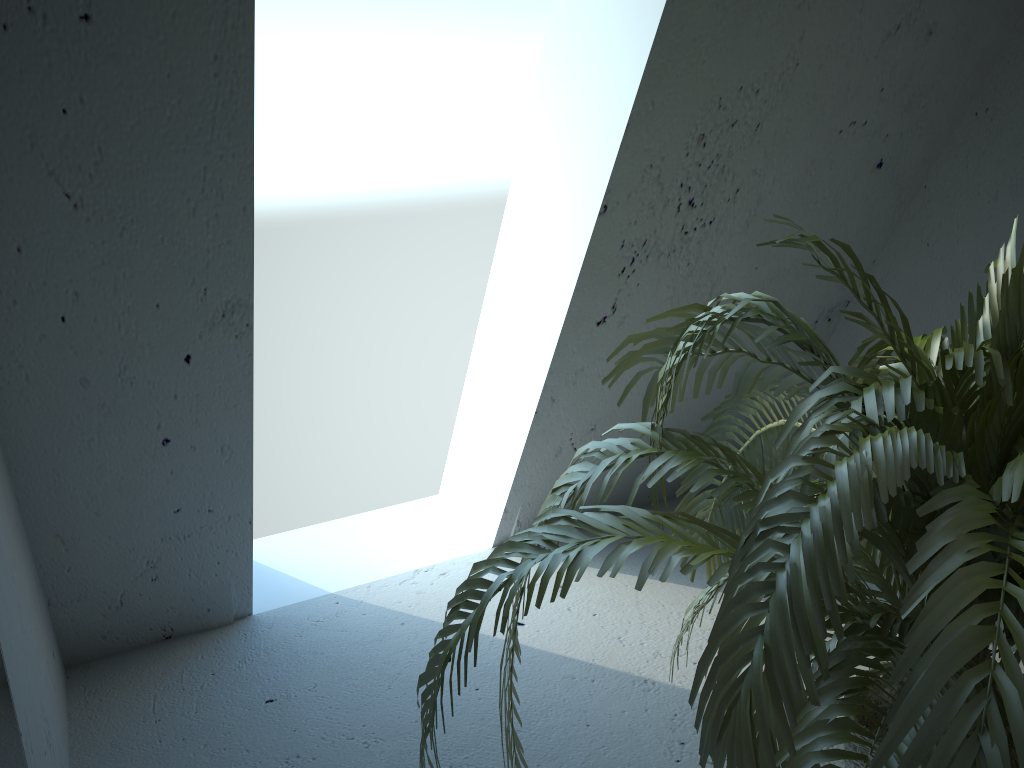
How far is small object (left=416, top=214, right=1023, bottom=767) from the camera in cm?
71

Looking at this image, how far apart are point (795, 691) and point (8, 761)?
0.8m

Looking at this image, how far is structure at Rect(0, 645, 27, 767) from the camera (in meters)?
0.92

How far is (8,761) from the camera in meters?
0.9

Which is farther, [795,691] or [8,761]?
[8,761]

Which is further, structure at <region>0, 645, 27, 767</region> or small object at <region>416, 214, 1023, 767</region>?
structure at <region>0, 645, 27, 767</region>

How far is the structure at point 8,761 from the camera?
0.9m

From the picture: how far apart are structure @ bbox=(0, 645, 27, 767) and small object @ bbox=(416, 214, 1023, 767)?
0.4m
